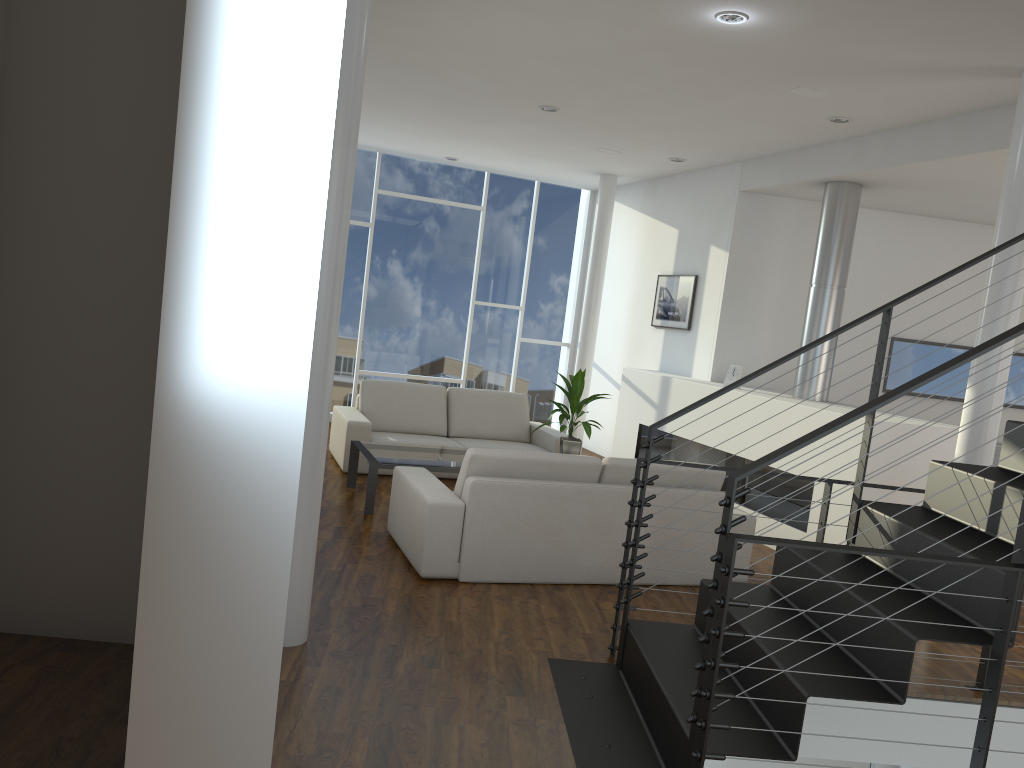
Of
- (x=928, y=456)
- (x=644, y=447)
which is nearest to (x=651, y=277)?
(x=928, y=456)

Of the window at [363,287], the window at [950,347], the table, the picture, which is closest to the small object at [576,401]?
the table

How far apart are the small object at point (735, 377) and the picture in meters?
0.9

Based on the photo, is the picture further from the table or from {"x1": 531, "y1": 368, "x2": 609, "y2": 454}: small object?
the table

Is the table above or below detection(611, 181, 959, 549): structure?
below

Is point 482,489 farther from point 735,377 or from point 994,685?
point 735,377

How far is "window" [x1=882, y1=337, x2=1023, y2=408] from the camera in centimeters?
655cm

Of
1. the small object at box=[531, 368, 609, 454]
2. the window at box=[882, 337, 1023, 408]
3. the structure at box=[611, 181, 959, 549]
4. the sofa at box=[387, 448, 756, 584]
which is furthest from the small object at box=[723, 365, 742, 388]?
the sofa at box=[387, 448, 756, 584]

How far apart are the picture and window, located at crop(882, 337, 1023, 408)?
1.5 meters

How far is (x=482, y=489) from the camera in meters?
3.7
